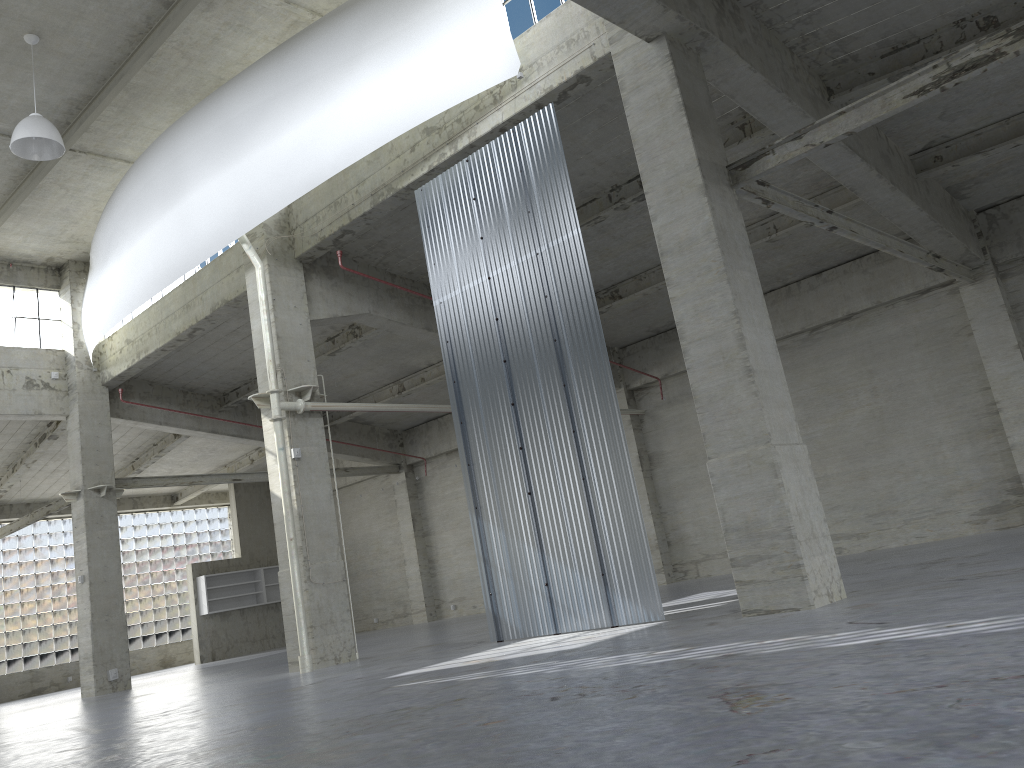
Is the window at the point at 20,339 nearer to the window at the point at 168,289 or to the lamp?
the window at the point at 168,289

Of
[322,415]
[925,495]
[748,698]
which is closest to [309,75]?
[322,415]

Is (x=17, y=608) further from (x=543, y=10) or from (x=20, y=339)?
(x=543, y=10)

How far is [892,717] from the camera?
5.3m

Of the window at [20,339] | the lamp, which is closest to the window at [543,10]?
the lamp

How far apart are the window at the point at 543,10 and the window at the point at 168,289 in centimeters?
1498cm

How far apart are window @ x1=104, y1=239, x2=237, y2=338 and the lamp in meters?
8.4 m

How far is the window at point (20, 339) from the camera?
31.45m

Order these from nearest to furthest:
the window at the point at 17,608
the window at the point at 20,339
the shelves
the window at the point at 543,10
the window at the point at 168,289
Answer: the window at the point at 543,10, the window at the point at 168,289, the window at the point at 20,339, the window at the point at 17,608, the shelves

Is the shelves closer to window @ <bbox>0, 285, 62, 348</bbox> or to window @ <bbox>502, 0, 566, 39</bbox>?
Answer: window @ <bbox>0, 285, 62, 348</bbox>
